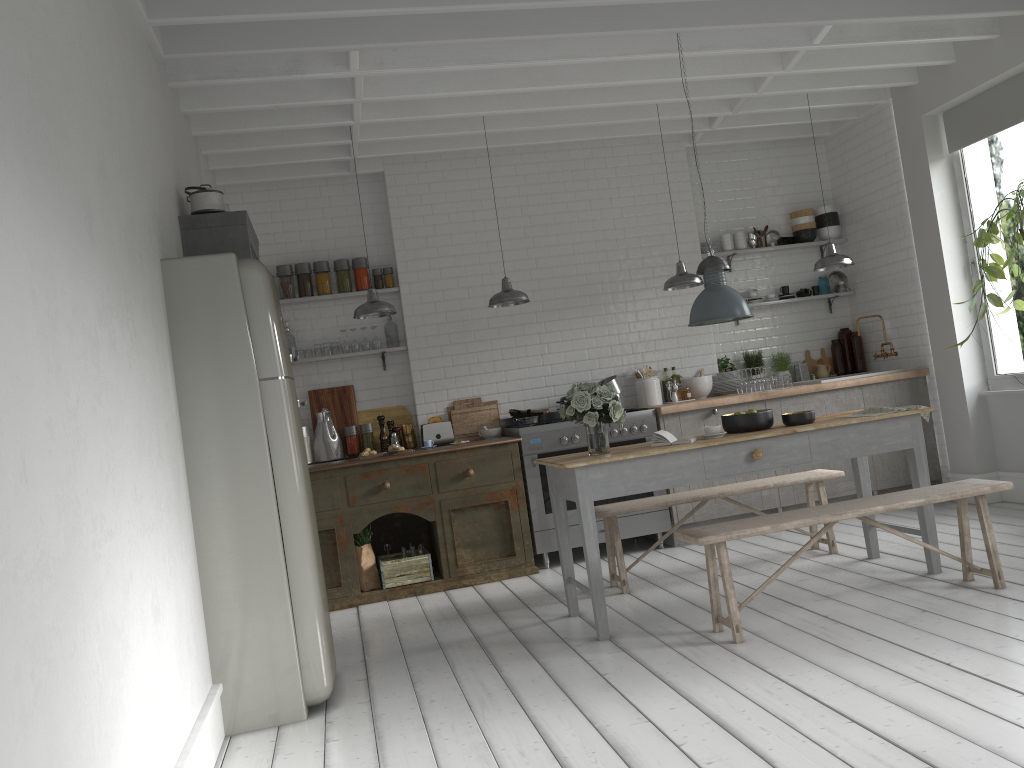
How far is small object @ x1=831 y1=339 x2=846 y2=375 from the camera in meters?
9.8 m

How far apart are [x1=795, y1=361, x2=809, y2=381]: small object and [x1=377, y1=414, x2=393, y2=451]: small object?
4.53m

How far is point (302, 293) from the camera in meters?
8.7 m

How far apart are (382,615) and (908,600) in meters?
3.9 m

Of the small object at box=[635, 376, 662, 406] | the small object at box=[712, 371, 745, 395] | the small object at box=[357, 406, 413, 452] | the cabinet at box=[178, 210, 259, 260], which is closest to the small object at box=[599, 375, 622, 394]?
the small object at box=[635, 376, 662, 406]

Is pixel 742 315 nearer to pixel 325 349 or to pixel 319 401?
pixel 325 349

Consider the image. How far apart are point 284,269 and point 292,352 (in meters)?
0.81

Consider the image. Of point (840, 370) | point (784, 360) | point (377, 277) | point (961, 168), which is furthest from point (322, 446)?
point (961, 168)

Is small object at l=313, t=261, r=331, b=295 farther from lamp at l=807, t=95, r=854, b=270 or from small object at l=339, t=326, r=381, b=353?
lamp at l=807, t=95, r=854, b=270

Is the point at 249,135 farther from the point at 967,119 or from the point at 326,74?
the point at 967,119
